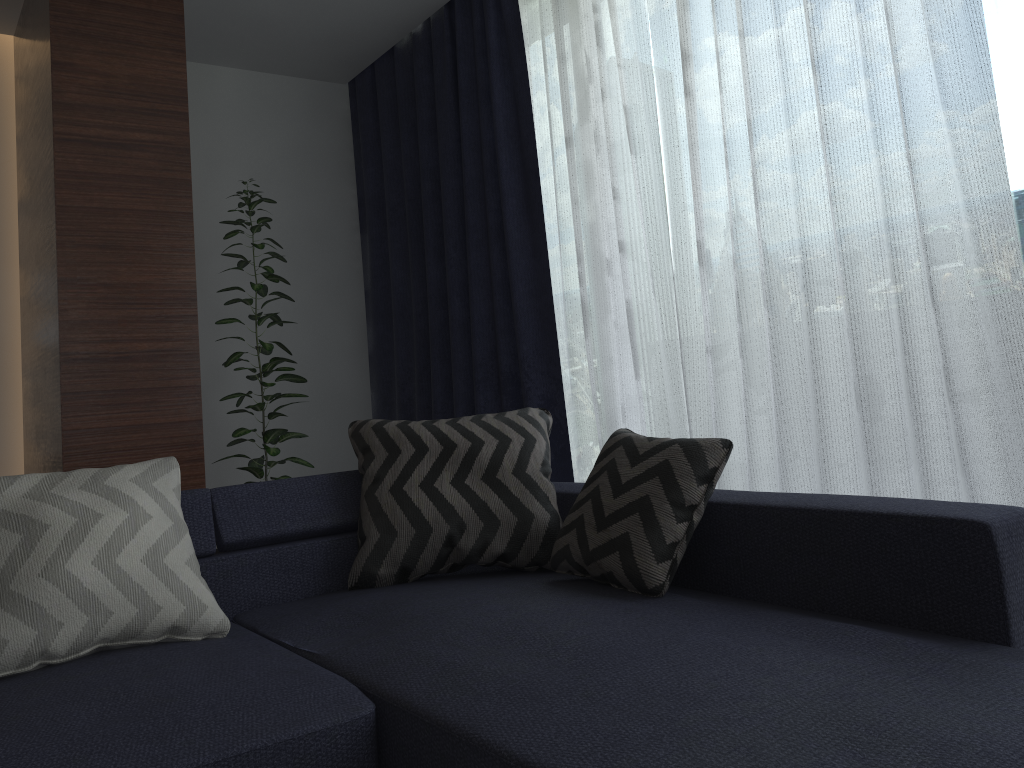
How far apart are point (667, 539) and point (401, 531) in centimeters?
73cm

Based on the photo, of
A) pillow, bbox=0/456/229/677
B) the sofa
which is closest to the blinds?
the sofa

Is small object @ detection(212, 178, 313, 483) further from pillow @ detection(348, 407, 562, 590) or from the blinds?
pillow @ detection(348, 407, 562, 590)

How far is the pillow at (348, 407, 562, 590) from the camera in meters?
2.3 m

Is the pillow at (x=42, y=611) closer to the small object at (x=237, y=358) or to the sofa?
the sofa

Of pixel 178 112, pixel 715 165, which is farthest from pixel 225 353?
pixel 715 165

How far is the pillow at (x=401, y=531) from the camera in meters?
2.3 m

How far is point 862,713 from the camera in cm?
121

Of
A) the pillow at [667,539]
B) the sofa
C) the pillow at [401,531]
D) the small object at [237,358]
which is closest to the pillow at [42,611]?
the sofa

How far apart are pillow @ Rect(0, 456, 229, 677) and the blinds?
1.6 meters
